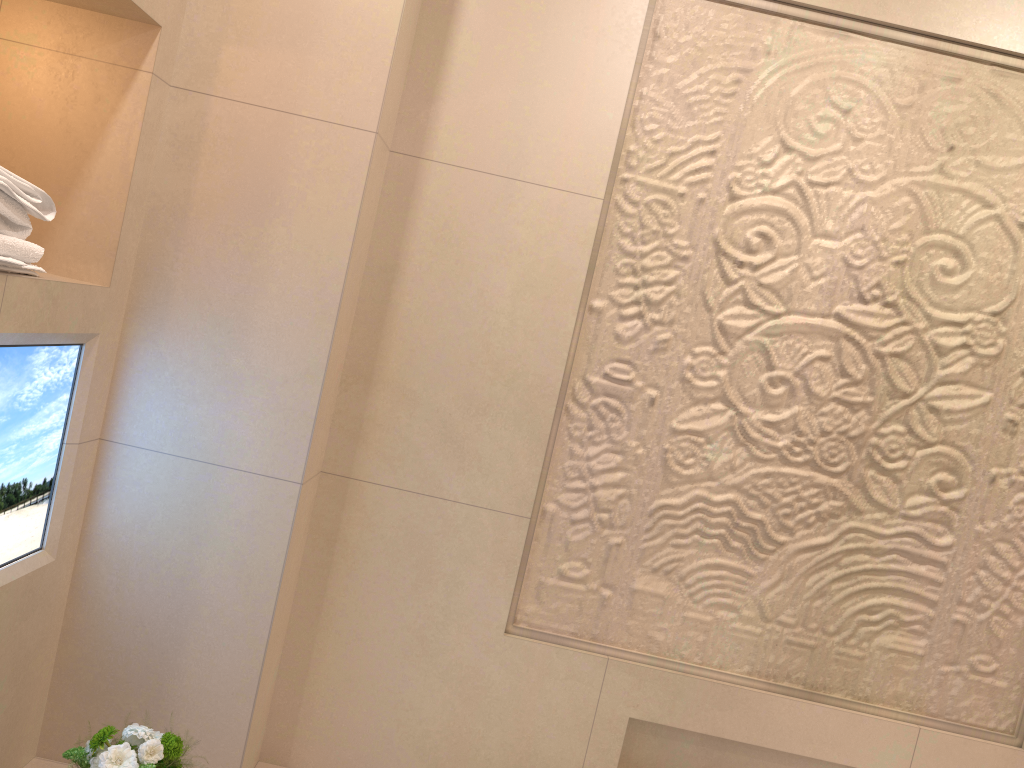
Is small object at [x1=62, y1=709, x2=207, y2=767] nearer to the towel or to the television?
the television

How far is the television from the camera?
1.32m

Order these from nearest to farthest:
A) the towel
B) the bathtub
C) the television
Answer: the towel
the television
the bathtub

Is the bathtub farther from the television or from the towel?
the towel

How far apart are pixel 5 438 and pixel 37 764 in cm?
68

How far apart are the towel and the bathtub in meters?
0.9 m

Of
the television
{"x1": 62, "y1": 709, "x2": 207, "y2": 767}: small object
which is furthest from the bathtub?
the television

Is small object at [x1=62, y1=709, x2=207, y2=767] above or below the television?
below

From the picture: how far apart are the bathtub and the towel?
0.92m

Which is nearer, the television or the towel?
the towel
